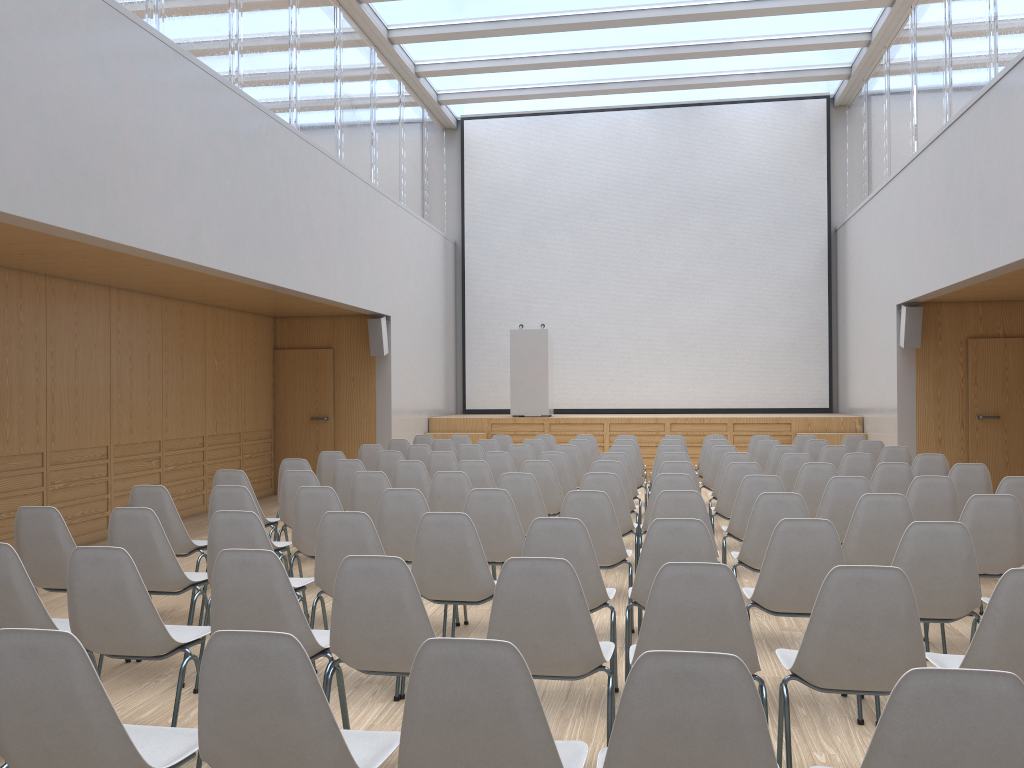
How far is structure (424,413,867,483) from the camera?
13.05m

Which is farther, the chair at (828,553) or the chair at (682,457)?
the chair at (682,457)

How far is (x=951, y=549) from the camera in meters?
3.7 m

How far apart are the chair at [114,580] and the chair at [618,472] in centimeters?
380cm

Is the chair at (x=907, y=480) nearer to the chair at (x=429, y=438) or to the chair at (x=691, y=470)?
the chair at (x=691, y=470)

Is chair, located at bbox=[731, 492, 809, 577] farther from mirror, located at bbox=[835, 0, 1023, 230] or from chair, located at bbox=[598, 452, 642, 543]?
mirror, located at bbox=[835, 0, 1023, 230]

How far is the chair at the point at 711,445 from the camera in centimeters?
967cm

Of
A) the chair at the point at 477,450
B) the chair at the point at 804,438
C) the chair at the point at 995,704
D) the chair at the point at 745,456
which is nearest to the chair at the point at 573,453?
the chair at the point at 477,450

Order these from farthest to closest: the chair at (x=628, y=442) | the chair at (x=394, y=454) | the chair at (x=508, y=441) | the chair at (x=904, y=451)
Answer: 1. the chair at (x=508, y=441)
2. the chair at (x=628, y=442)
3. the chair at (x=904, y=451)
4. the chair at (x=394, y=454)

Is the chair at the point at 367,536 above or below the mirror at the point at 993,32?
below
